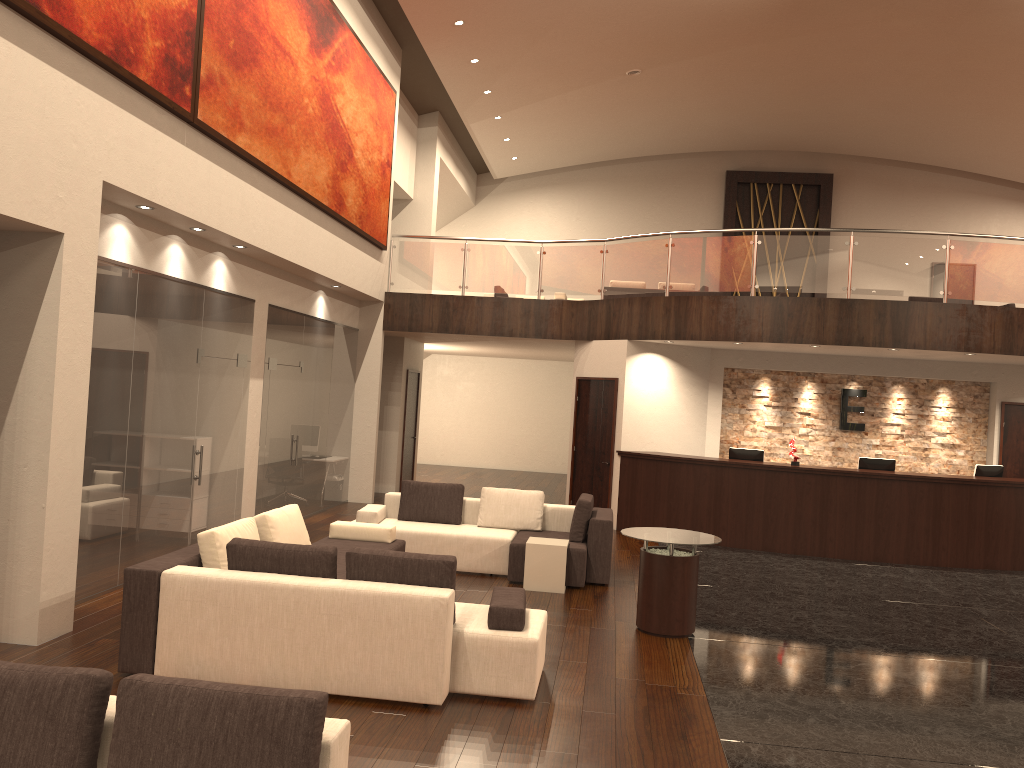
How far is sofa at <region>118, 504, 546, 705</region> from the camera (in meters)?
5.26

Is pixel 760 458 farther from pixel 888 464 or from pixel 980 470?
pixel 980 470

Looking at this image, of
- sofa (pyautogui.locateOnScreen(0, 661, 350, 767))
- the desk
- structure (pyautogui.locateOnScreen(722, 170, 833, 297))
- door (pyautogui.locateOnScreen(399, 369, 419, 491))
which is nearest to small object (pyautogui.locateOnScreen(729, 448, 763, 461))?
the desk

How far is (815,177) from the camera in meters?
21.3

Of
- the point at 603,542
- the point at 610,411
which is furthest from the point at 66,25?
the point at 610,411

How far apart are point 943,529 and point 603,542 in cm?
530

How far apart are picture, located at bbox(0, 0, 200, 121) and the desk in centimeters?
767cm

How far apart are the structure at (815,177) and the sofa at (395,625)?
15.4m

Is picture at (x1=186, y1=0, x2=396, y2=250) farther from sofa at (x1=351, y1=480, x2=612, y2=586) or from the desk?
the desk

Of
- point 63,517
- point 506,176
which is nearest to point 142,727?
point 63,517
